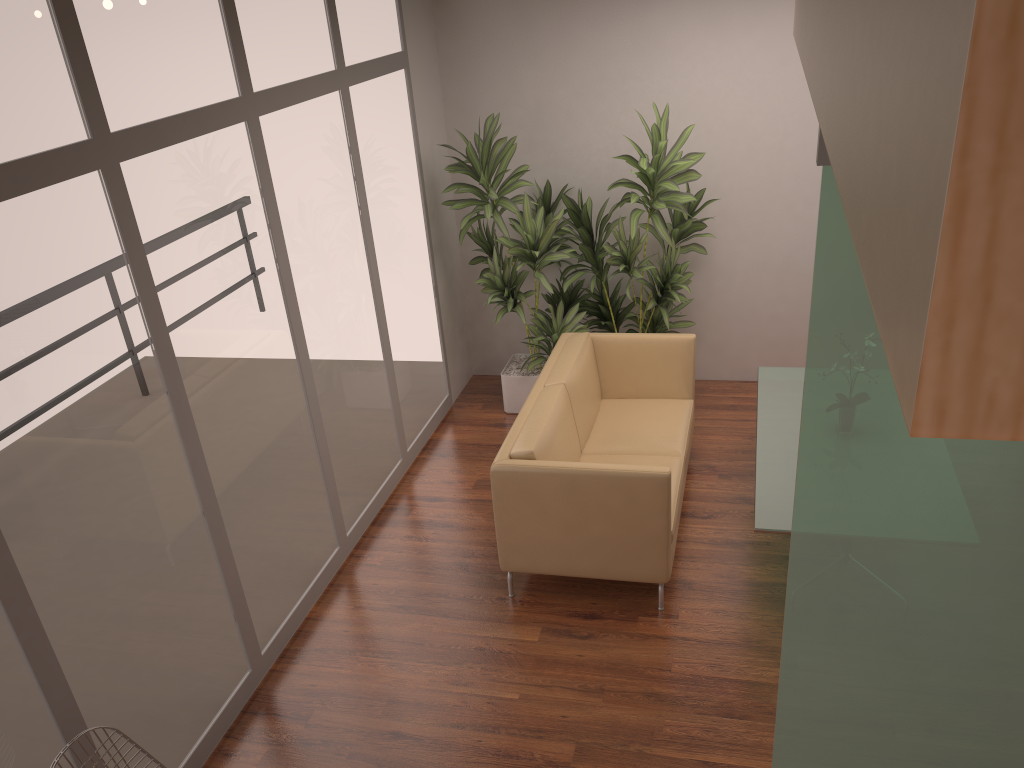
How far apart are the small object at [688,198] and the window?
1.0m

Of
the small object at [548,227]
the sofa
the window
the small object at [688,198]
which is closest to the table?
the sofa

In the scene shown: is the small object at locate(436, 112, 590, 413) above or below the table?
above

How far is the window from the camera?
2.8m

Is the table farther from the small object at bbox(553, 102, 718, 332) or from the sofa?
the small object at bbox(553, 102, 718, 332)

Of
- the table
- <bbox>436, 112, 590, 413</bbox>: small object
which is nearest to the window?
<bbox>436, 112, 590, 413</bbox>: small object

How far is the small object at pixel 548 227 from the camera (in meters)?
5.81

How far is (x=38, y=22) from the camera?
2.8 meters

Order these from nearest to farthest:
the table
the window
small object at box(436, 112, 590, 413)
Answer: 1. the window
2. the table
3. small object at box(436, 112, 590, 413)

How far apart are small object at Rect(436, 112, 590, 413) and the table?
1.28m
